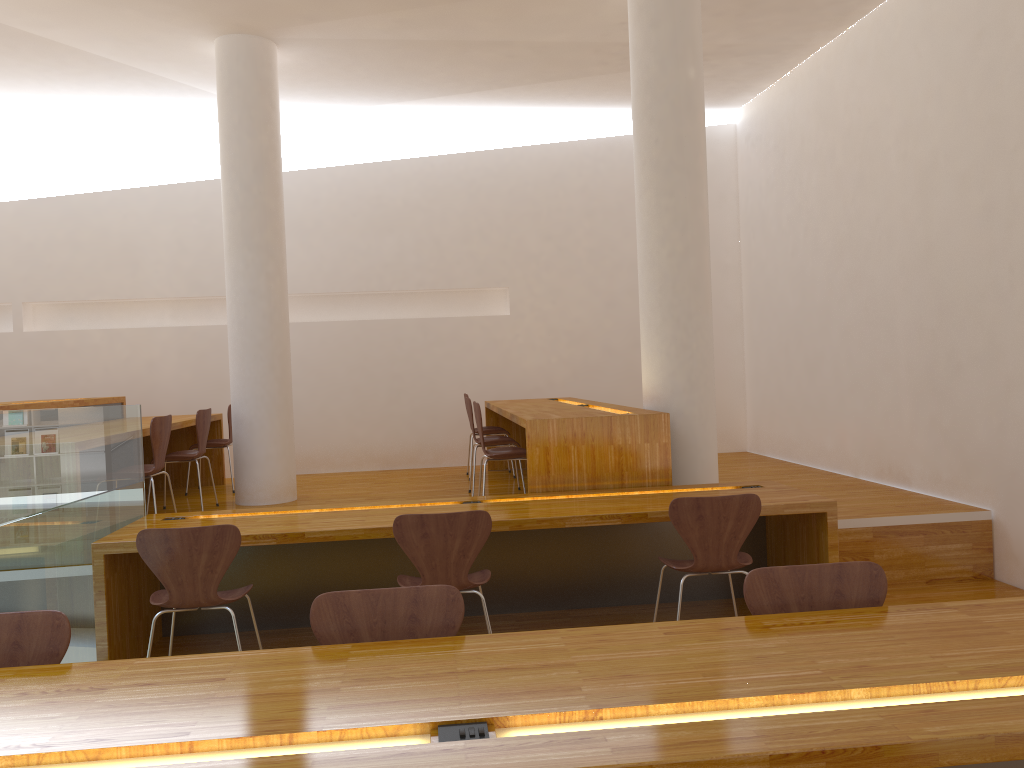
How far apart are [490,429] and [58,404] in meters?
3.1

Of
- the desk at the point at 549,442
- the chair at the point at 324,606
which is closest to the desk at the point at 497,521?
the desk at the point at 549,442

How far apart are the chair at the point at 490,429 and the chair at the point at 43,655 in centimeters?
501cm

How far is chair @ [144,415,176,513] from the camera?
4.9m

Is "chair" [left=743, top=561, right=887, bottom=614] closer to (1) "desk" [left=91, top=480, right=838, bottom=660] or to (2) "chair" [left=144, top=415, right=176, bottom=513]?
(1) "desk" [left=91, top=480, right=838, bottom=660]

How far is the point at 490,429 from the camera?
7.1m

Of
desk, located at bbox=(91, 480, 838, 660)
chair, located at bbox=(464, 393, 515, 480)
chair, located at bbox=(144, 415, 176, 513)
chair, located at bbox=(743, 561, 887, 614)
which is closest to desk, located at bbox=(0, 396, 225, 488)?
chair, located at bbox=(144, 415, 176, 513)

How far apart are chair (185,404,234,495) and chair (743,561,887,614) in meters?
5.4 m

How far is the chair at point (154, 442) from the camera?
4.89m

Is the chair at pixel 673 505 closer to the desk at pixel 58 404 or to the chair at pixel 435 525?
the chair at pixel 435 525
